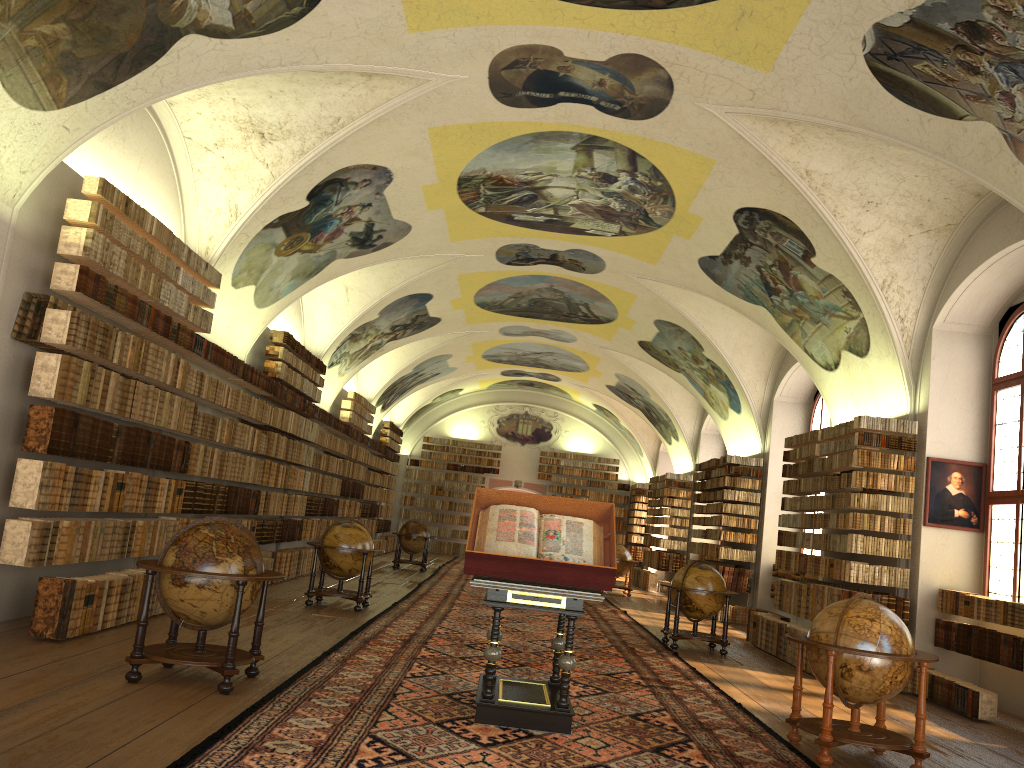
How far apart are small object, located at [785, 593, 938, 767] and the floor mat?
0.2m

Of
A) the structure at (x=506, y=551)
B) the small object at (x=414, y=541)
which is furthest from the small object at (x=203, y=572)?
the small object at (x=414, y=541)

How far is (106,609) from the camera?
9.6m

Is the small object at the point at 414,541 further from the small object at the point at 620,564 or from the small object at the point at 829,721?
the small object at the point at 829,721

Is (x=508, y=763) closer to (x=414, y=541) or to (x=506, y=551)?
(x=506, y=551)

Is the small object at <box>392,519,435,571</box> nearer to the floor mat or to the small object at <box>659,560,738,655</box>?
the floor mat

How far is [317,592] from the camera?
14.08m

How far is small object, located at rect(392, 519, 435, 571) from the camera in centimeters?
2493cm

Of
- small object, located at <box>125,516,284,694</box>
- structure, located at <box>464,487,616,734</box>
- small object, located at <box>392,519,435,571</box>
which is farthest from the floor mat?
small object, located at <box>392,519,435,571</box>

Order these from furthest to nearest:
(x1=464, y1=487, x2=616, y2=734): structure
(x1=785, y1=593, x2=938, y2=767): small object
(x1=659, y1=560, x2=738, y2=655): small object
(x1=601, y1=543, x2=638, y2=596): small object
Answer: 1. (x1=601, y1=543, x2=638, y2=596): small object
2. (x1=659, y1=560, x2=738, y2=655): small object
3. (x1=785, y1=593, x2=938, y2=767): small object
4. (x1=464, y1=487, x2=616, y2=734): structure
